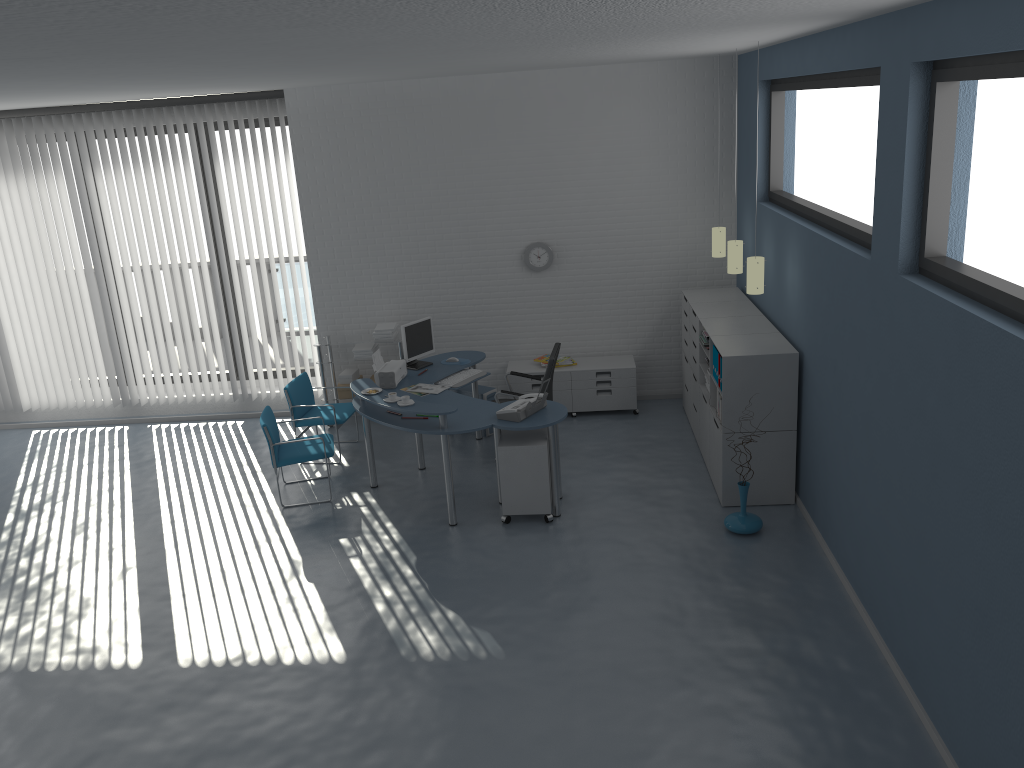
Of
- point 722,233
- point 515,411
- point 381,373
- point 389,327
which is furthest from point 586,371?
point 515,411

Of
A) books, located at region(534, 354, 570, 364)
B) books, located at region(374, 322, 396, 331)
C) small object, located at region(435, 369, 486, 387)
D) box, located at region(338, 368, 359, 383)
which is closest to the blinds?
box, located at region(338, 368, 359, 383)

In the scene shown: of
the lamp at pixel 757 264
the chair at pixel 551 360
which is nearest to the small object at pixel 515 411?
the chair at pixel 551 360

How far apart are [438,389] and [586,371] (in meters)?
1.82

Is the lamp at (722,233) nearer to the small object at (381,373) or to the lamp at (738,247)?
the lamp at (738,247)

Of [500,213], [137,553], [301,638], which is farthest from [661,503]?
[137,553]

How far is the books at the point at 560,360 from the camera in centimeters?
854cm

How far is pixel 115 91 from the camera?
6.5m

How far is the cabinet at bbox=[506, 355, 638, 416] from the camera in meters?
8.4

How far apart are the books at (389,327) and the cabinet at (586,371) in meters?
1.2
